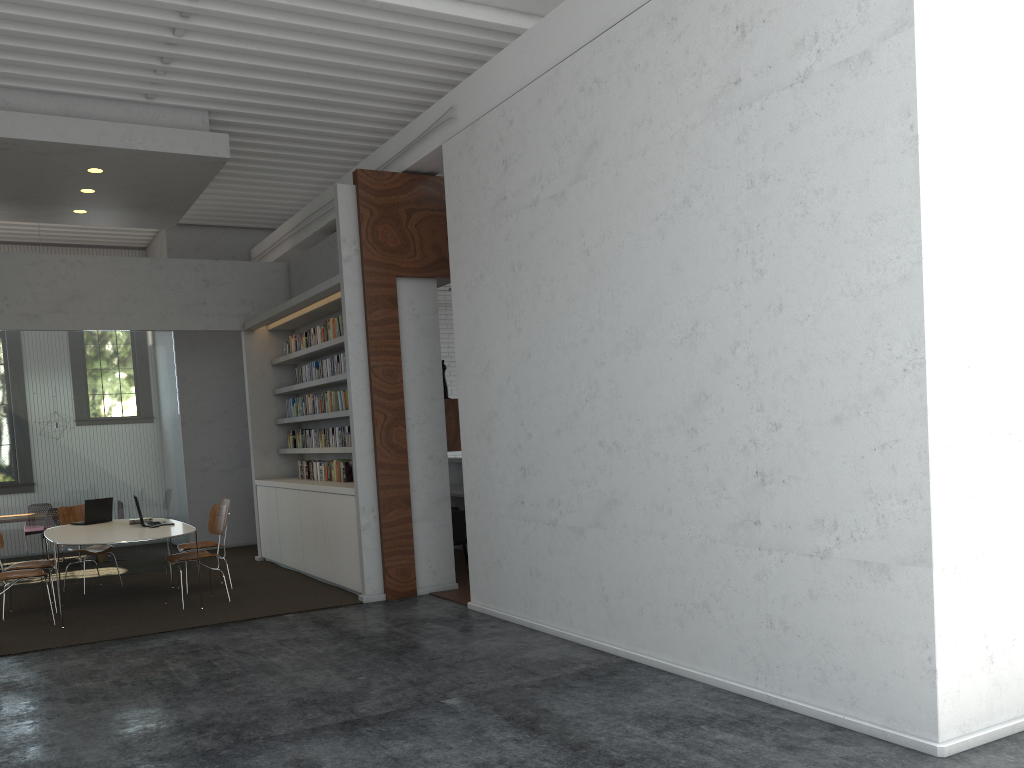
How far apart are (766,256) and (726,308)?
0.4m
